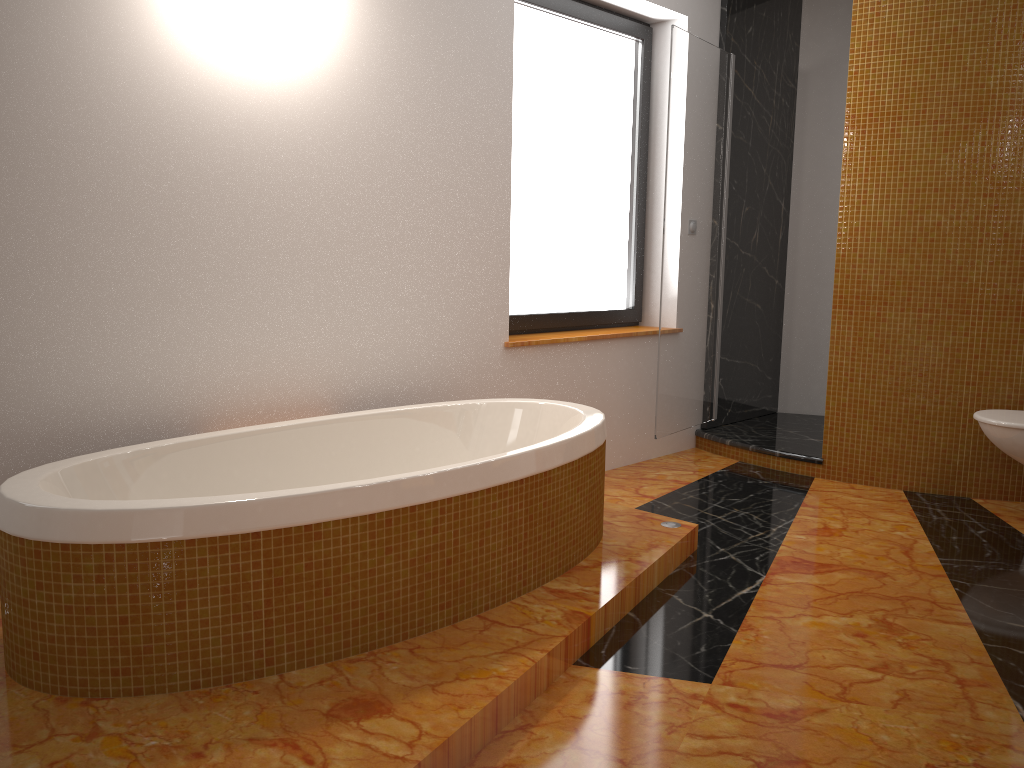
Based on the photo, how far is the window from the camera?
3.81m

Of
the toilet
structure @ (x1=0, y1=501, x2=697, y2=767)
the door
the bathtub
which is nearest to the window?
the door

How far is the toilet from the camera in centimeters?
330cm

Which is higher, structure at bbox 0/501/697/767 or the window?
the window

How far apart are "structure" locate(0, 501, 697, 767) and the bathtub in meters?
0.0 m

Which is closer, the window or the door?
the window

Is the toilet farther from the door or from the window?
the window

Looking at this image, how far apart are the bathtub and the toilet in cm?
162

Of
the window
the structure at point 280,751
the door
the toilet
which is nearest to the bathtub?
the structure at point 280,751

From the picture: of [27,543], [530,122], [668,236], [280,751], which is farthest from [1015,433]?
[27,543]
